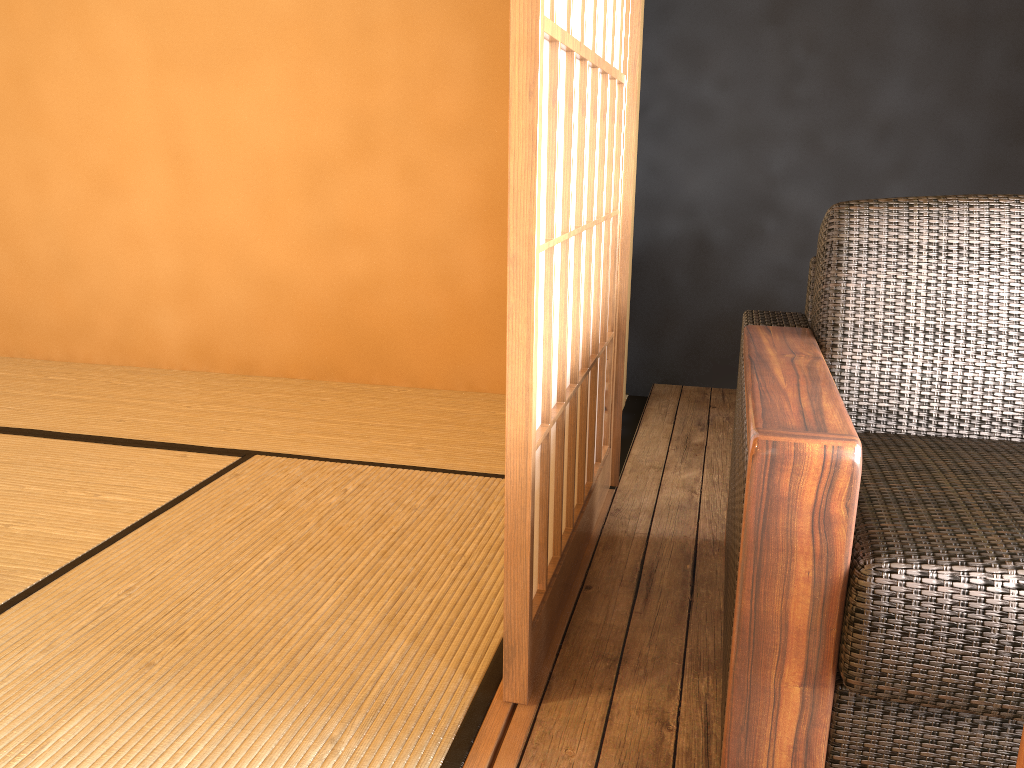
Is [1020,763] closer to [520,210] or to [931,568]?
[931,568]

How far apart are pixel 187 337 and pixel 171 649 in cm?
212

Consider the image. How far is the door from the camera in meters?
1.2

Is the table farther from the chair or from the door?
the door

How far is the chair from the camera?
0.99m

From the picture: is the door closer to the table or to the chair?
the chair

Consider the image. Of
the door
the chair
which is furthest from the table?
the door

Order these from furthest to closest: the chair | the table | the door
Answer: the door → the chair → the table

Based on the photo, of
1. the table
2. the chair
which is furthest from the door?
the table

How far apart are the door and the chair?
0.3m
